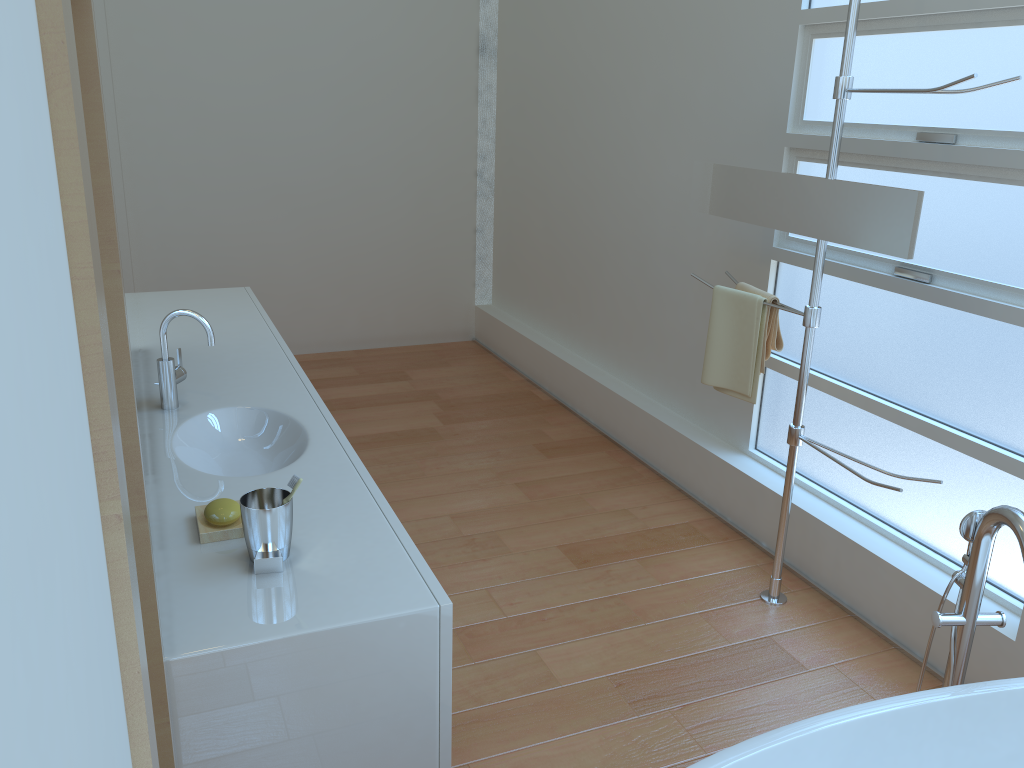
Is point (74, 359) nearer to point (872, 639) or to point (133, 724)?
point (133, 724)

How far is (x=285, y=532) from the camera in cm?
157

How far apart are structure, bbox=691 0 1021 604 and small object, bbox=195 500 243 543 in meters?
1.7 m

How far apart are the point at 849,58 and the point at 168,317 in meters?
1.9 m

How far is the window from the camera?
2.4 meters

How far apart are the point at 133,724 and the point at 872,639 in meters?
2.7 m

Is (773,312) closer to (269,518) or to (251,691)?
(269,518)

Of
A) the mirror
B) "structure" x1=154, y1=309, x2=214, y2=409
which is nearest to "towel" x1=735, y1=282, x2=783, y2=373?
the mirror

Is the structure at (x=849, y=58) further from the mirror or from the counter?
the counter

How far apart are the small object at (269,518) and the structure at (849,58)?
1.7m
